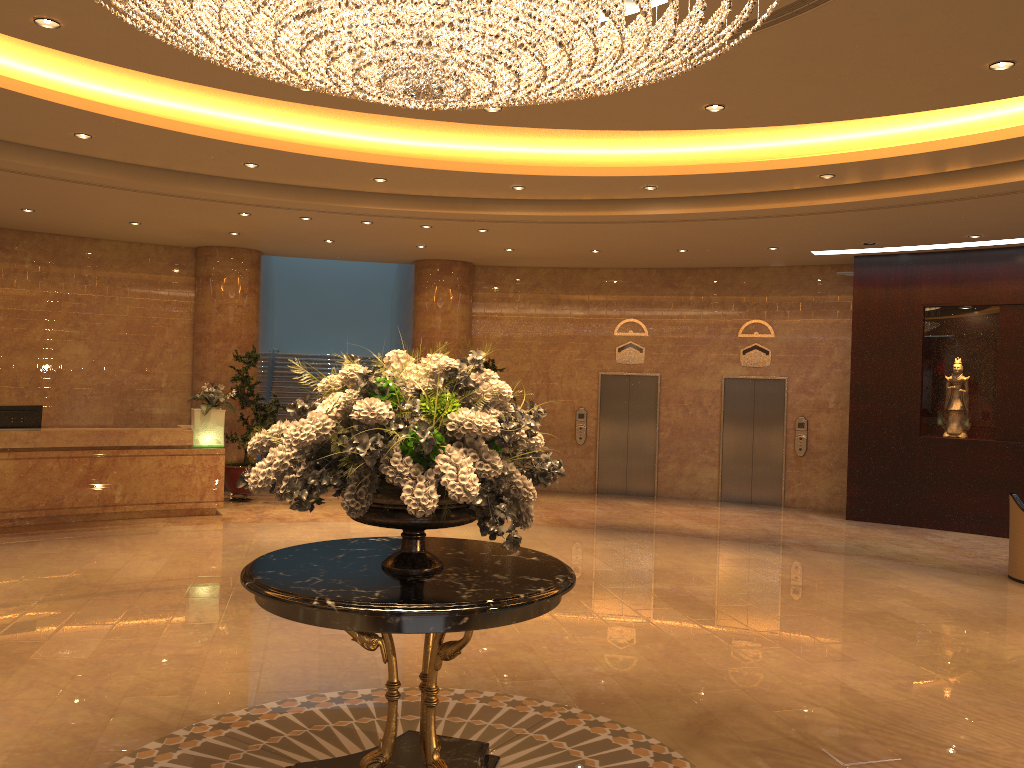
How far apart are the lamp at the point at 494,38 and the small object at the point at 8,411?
8.0m

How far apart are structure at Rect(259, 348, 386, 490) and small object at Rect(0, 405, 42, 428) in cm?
Result: 605

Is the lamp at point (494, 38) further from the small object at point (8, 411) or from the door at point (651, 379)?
the door at point (651, 379)

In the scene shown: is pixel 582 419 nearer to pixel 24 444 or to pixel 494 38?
pixel 24 444

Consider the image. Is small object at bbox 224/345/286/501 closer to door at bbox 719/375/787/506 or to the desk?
the desk

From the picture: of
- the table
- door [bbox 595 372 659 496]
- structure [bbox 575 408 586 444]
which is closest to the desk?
structure [bbox 575 408 586 444]

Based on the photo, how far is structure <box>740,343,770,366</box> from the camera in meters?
14.8

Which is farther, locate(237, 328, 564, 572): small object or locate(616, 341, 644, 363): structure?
locate(616, 341, 644, 363): structure

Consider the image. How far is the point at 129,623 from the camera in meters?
6.8

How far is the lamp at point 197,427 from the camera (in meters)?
11.85
